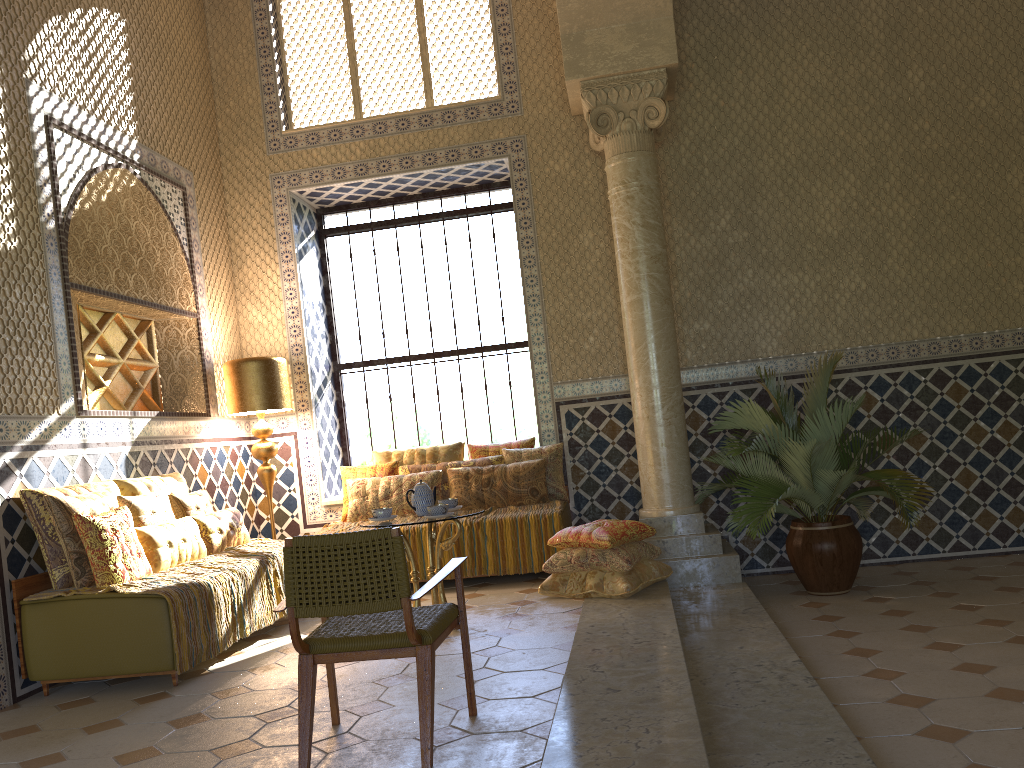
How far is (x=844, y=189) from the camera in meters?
10.4 m

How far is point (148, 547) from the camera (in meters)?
7.34

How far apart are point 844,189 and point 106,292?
8.1 meters

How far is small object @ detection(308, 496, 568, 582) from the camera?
9.4m

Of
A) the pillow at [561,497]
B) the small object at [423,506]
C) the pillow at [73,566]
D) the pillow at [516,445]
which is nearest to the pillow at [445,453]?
the pillow at [516,445]

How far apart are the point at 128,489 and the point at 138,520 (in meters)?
0.62

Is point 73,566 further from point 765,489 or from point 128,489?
point 765,489

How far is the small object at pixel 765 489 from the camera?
8.4 meters

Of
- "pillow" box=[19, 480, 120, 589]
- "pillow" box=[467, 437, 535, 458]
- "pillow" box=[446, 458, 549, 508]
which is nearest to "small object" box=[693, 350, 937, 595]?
"pillow" box=[446, 458, 549, 508]

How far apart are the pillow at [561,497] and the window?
1.9 meters
